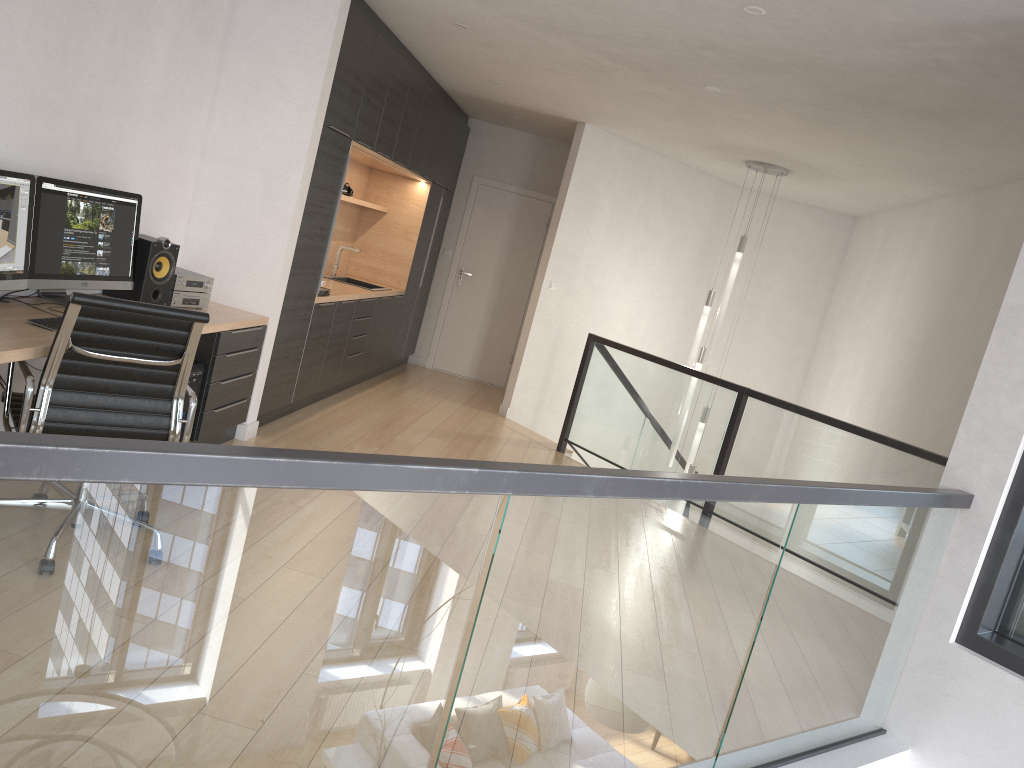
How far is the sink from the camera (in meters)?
7.85

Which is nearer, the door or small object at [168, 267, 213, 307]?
small object at [168, 267, 213, 307]

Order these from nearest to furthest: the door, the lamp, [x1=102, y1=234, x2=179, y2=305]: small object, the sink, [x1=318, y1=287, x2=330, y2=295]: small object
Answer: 1. [x1=102, y1=234, x2=179, y2=305]: small object
2. [x1=318, y1=287, x2=330, y2=295]: small object
3. the lamp
4. the sink
5. the door

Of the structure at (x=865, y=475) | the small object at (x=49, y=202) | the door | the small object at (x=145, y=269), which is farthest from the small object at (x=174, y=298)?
the door

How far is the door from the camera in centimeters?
945cm

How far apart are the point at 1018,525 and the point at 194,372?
3.63m

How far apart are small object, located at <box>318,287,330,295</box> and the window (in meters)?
4.37

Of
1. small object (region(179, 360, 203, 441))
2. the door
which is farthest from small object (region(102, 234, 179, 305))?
the door

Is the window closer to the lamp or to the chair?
the chair

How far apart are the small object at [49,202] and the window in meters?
3.8
